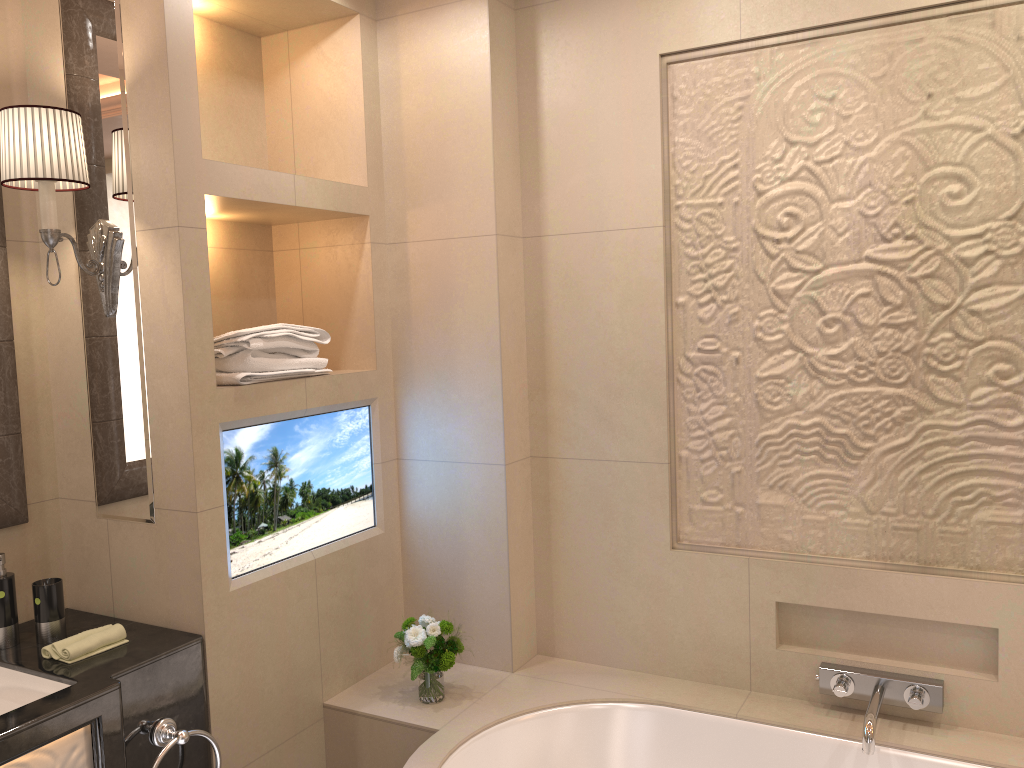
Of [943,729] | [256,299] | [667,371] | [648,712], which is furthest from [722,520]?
[256,299]

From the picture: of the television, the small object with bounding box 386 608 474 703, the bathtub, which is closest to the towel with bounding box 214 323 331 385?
the television

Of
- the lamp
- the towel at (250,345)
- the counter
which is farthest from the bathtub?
the lamp

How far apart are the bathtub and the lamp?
1.2 meters

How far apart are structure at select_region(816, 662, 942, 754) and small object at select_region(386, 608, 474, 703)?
0.9 meters

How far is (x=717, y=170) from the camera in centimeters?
231cm

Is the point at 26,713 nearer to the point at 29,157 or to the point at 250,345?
the point at 250,345

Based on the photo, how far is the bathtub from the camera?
2.1 meters

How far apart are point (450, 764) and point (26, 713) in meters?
0.9

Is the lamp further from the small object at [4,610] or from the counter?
the counter
